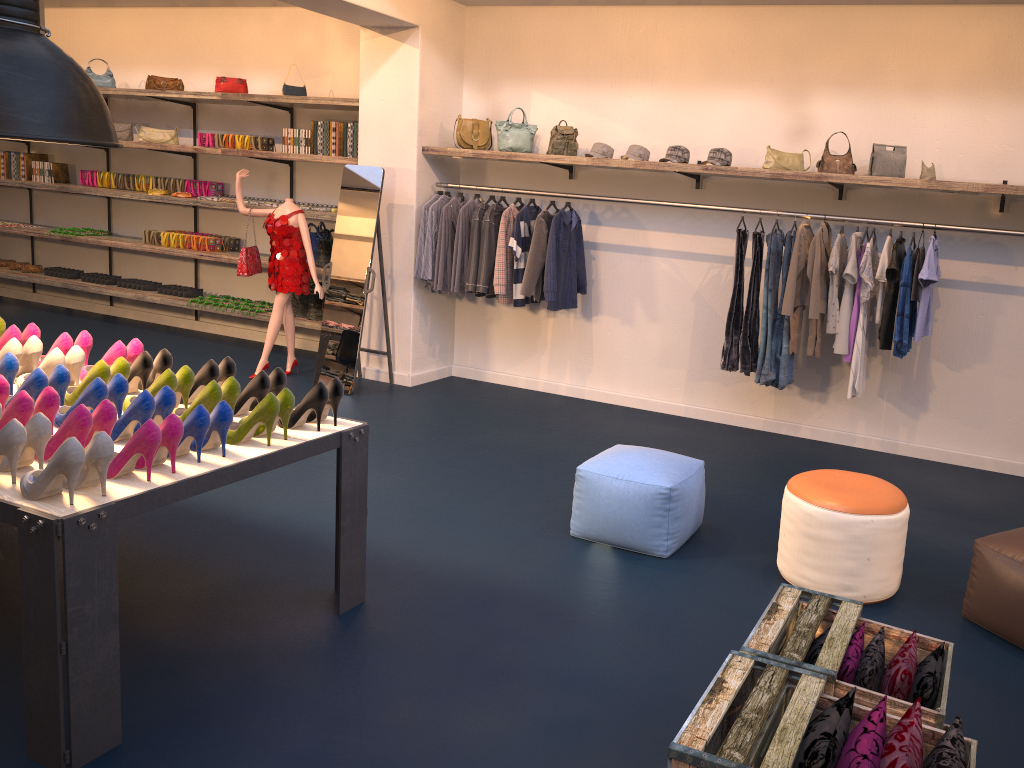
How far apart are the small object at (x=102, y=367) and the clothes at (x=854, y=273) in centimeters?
411cm

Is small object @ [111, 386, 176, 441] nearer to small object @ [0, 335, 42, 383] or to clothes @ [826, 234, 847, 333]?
small object @ [0, 335, 42, 383]

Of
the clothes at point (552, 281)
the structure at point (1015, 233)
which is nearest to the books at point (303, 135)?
the clothes at point (552, 281)

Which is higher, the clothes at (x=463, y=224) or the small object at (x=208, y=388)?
the clothes at (x=463, y=224)

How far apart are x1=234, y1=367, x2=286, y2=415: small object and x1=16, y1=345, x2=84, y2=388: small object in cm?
79

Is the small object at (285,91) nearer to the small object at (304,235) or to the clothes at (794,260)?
the small object at (304,235)

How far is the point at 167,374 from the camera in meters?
3.5 m

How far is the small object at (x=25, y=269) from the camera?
9.9m

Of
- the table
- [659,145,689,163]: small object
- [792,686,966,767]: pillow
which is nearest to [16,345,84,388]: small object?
the table

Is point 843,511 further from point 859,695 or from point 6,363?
point 6,363
